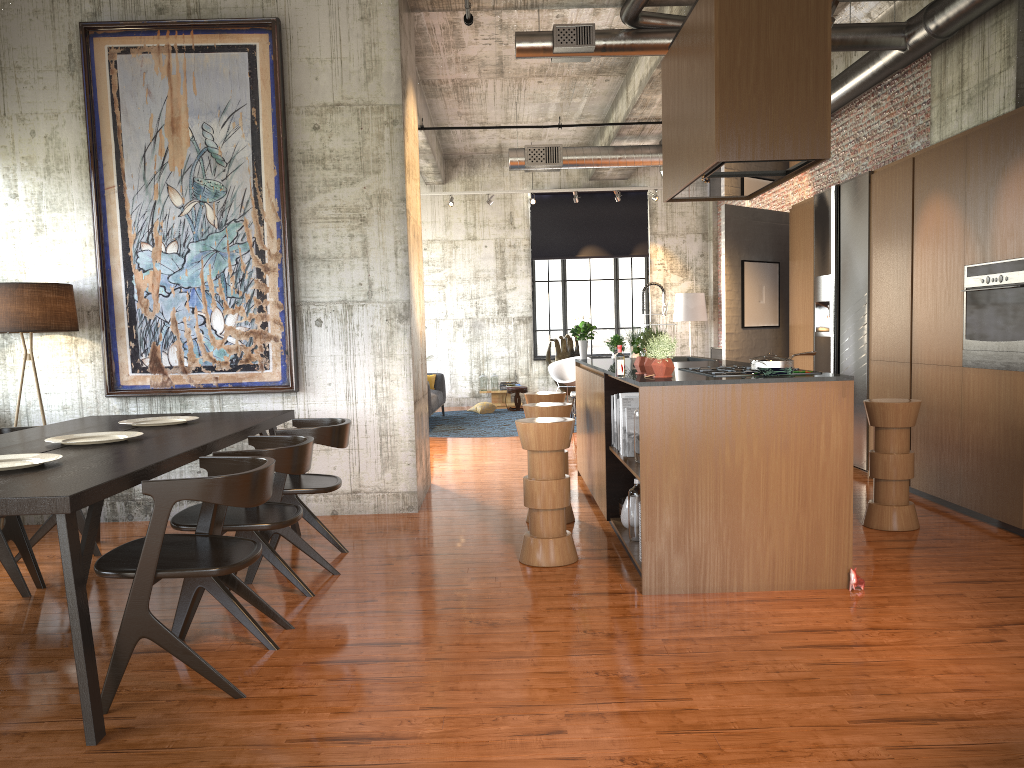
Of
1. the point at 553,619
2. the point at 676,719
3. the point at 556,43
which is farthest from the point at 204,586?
the point at 556,43

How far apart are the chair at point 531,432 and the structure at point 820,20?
1.8m

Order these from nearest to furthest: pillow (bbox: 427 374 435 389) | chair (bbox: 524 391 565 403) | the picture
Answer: the picture < chair (bbox: 524 391 565 403) < pillow (bbox: 427 374 435 389)

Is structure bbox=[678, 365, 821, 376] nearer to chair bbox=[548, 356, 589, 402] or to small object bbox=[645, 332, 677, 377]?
small object bbox=[645, 332, 677, 377]

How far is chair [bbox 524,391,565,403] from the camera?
8.4m

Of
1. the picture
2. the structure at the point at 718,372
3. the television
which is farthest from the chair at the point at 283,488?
the television

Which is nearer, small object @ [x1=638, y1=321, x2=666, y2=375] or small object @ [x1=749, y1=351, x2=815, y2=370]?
small object @ [x1=749, y1=351, x2=815, y2=370]

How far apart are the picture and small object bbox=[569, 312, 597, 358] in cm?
300

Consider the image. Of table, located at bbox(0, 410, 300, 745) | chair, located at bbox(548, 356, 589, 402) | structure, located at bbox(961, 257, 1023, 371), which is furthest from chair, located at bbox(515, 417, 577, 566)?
chair, located at bbox(548, 356, 589, 402)

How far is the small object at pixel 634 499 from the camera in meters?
6.1
